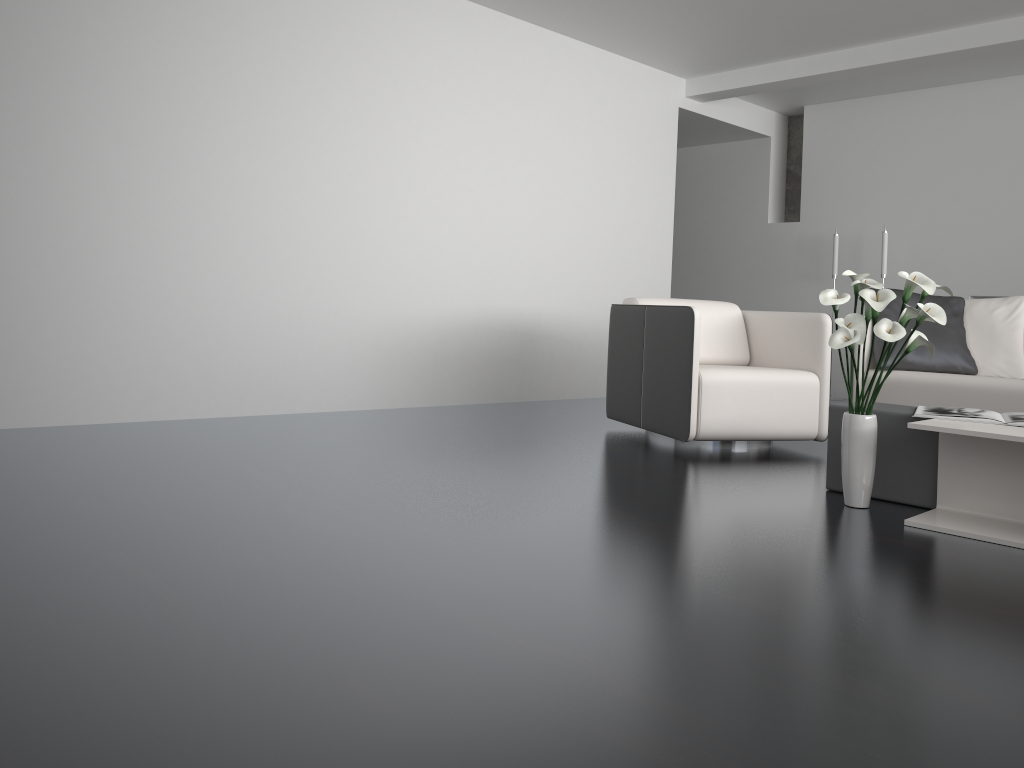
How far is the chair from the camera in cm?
399

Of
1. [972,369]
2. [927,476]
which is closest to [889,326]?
[927,476]

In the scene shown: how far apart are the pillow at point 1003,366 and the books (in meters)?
1.79

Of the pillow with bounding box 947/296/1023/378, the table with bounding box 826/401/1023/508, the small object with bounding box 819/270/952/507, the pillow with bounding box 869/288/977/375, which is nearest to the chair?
the pillow with bounding box 869/288/977/375

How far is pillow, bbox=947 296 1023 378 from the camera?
4.6 meters

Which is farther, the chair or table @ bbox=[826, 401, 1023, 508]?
the chair

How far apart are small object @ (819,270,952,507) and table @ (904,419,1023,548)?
0.20m

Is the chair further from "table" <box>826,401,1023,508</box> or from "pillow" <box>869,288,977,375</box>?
"table" <box>826,401,1023,508</box>

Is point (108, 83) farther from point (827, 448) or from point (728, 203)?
point (728, 203)

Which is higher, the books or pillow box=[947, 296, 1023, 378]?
pillow box=[947, 296, 1023, 378]
